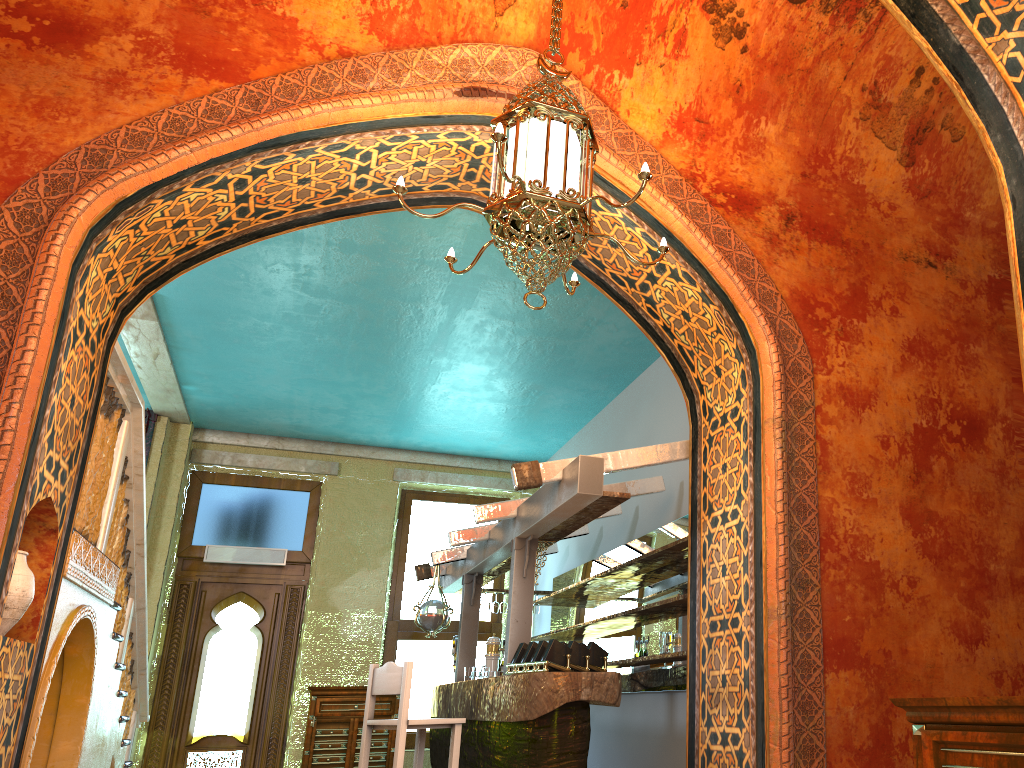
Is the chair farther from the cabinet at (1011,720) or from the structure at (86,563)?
the cabinet at (1011,720)

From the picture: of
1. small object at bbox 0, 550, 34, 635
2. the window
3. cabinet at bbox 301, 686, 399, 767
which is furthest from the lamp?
the window

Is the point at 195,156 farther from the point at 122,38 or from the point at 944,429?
the point at 944,429

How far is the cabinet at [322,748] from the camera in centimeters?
1046cm

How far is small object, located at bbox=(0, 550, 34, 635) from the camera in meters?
4.2

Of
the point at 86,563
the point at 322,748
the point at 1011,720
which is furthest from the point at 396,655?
the point at 1011,720

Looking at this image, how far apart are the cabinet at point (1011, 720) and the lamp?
2.2m

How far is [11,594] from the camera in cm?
421

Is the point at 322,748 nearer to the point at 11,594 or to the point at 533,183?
the point at 11,594

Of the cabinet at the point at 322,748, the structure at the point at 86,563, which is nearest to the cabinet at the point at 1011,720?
the structure at the point at 86,563
